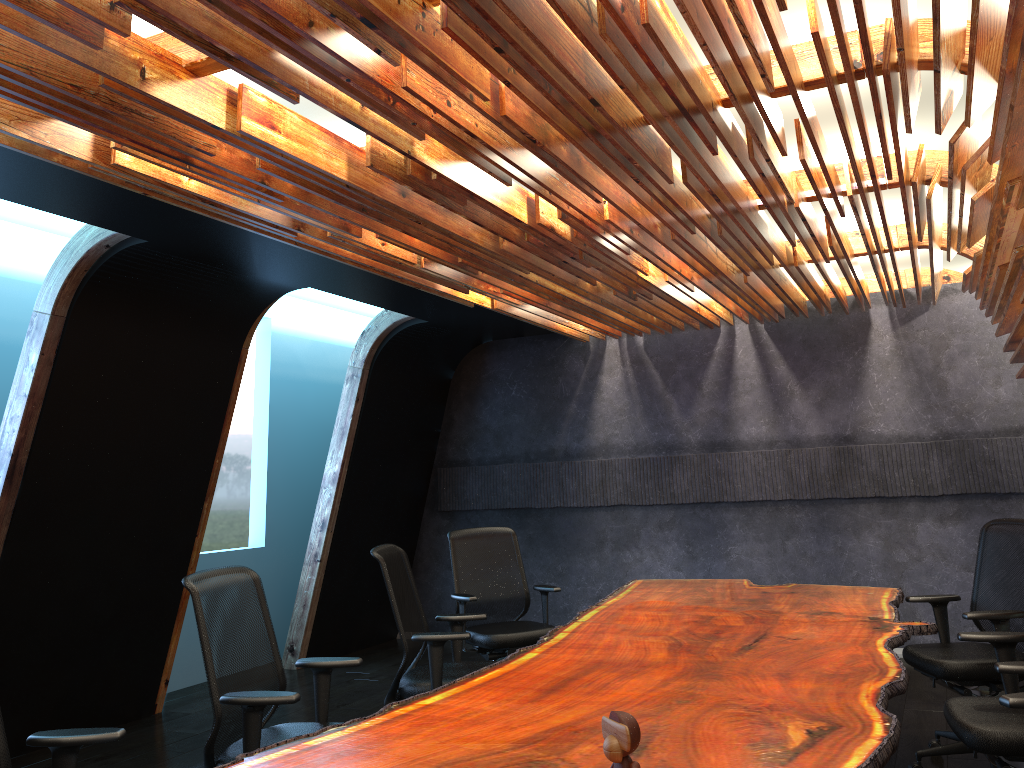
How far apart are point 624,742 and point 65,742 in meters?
2.0 m

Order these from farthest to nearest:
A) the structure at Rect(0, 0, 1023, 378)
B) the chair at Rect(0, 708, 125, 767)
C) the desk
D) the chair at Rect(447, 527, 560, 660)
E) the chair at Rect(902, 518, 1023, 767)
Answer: the chair at Rect(447, 527, 560, 660)
the chair at Rect(902, 518, 1023, 767)
the chair at Rect(0, 708, 125, 767)
the structure at Rect(0, 0, 1023, 378)
the desk

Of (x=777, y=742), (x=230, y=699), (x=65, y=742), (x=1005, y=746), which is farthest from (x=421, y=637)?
(x=1005, y=746)

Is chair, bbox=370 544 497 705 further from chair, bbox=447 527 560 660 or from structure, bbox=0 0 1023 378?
structure, bbox=0 0 1023 378

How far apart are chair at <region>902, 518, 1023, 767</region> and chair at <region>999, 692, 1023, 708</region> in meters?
1.8 m

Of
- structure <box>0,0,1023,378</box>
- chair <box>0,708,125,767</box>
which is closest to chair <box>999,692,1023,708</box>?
structure <box>0,0,1023,378</box>

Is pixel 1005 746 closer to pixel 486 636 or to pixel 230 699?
pixel 230 699

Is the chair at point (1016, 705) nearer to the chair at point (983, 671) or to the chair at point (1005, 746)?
the chair at point (1005, 746)

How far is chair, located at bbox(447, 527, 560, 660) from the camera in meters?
6.0 m

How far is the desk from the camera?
2.5 meters
